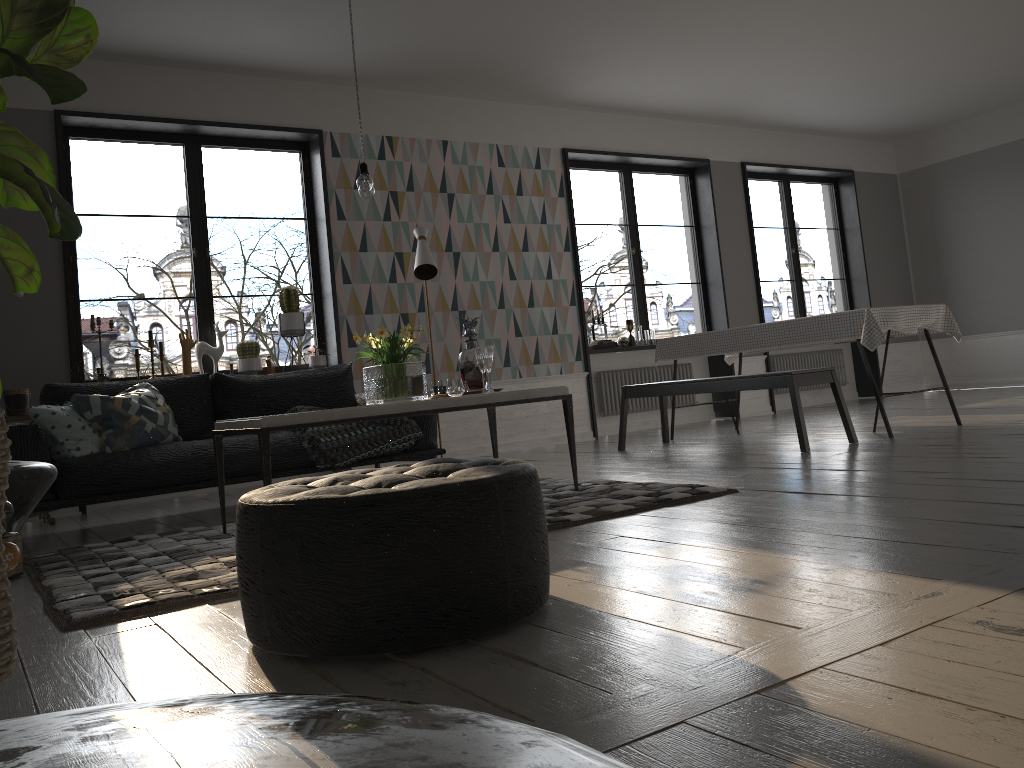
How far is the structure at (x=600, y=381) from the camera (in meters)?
8.21

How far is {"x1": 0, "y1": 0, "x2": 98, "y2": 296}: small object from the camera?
1.3m

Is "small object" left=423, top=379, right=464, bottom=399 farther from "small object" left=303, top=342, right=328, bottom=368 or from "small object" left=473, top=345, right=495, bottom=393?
"small object" left=303, top=342, right=328, bottom=368

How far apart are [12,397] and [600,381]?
4.8m

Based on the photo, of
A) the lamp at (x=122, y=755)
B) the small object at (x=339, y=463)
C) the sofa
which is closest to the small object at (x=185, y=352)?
the sofa

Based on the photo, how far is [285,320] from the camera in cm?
640

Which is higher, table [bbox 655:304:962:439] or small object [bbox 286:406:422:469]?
table [bbox 655:304:962:439]

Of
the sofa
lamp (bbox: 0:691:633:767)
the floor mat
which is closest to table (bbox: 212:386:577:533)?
the floor mat

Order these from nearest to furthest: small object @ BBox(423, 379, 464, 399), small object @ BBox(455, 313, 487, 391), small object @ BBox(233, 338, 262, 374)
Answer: small object @ BBox(423, 379, 464, 399) → small object @ BBox(455, 313, 487, 391) → small object @ BBox(233, 338, 262, 374)

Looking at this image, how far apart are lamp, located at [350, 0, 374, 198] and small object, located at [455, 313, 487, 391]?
0.82m
